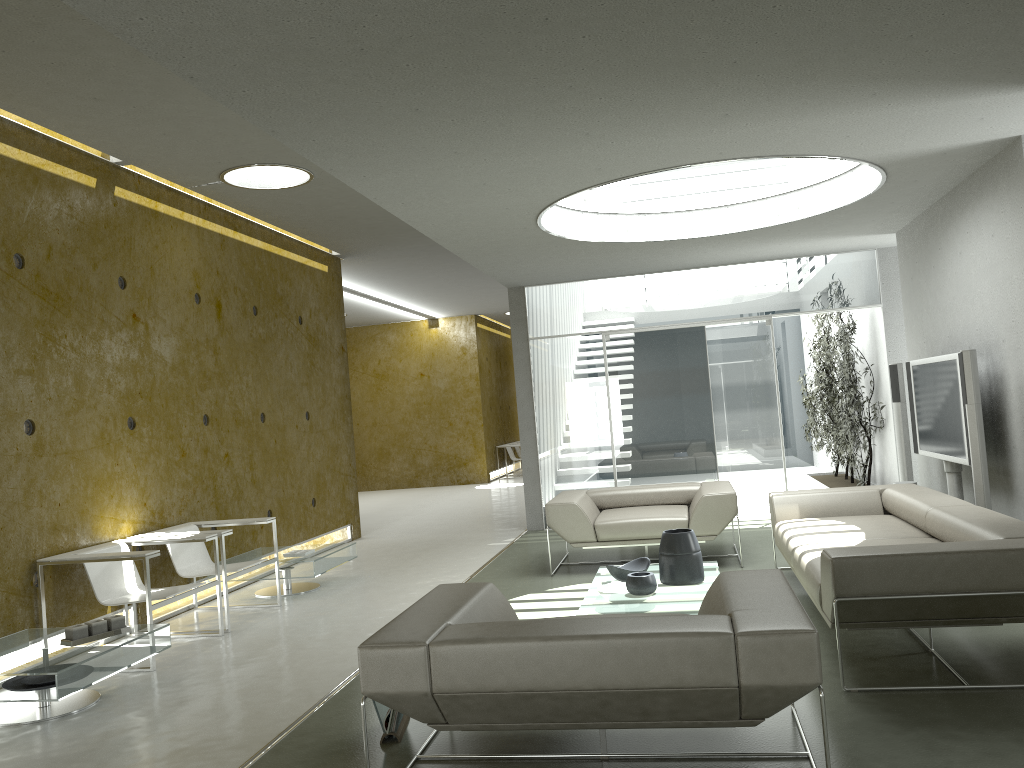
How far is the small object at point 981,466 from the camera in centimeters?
556cm

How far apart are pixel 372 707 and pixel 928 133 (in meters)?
4.32

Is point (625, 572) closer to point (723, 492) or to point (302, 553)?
point (723, 492)

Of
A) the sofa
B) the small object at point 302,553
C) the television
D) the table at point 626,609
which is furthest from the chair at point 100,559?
the television

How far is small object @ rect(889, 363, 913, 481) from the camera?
7.7m

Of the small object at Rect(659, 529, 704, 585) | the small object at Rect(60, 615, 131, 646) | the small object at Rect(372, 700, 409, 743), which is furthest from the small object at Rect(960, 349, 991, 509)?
the small object at Rect(60, 615, 131, 646)

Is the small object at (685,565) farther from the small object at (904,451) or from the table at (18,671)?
the small object at (904,451)

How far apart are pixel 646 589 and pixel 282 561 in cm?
315

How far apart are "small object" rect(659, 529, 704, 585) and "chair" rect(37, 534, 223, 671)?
2.9m

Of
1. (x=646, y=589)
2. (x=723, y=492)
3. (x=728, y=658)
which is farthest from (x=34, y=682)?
(x=723, y=492)
